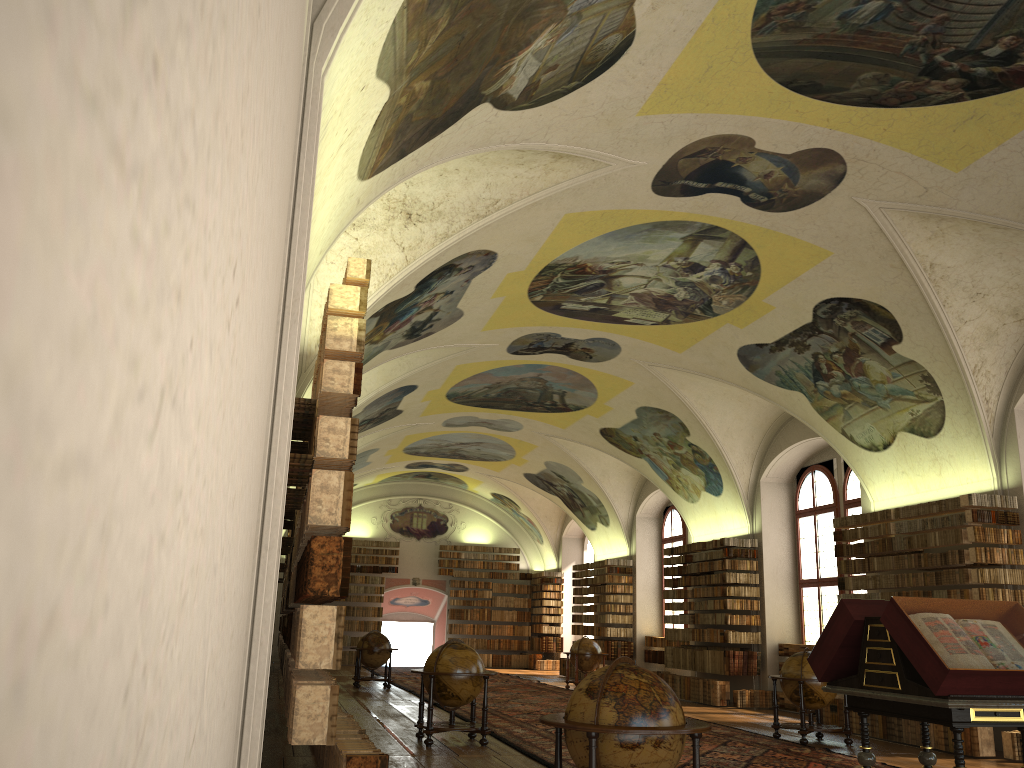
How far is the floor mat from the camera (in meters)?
11.58

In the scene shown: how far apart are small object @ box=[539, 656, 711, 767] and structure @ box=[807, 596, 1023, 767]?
1.80m

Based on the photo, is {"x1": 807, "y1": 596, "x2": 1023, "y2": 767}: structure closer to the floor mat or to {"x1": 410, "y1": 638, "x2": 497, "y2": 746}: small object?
the floor mat

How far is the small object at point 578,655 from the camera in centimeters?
2400cm

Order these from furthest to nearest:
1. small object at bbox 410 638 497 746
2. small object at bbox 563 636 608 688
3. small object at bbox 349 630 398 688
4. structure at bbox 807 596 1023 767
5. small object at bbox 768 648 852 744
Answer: small object at bbox 563 636 608 688
small object at bbox 349 630 398 688
small object at bbox 768 648 852 744
small object at bbox 410 638 497 746
structure at bbox 807 596 1023 767

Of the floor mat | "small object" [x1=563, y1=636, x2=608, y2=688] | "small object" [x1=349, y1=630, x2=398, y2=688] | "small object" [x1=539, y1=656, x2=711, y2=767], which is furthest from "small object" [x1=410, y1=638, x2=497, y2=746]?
"small object" [x1=563, y1=636, x2=608, y2=688]

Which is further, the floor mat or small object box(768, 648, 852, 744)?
small object box(768, 648, 852, 744)

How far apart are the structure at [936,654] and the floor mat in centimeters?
354cm

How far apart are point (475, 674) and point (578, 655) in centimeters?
1233cm

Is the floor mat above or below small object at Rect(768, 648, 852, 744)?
below
